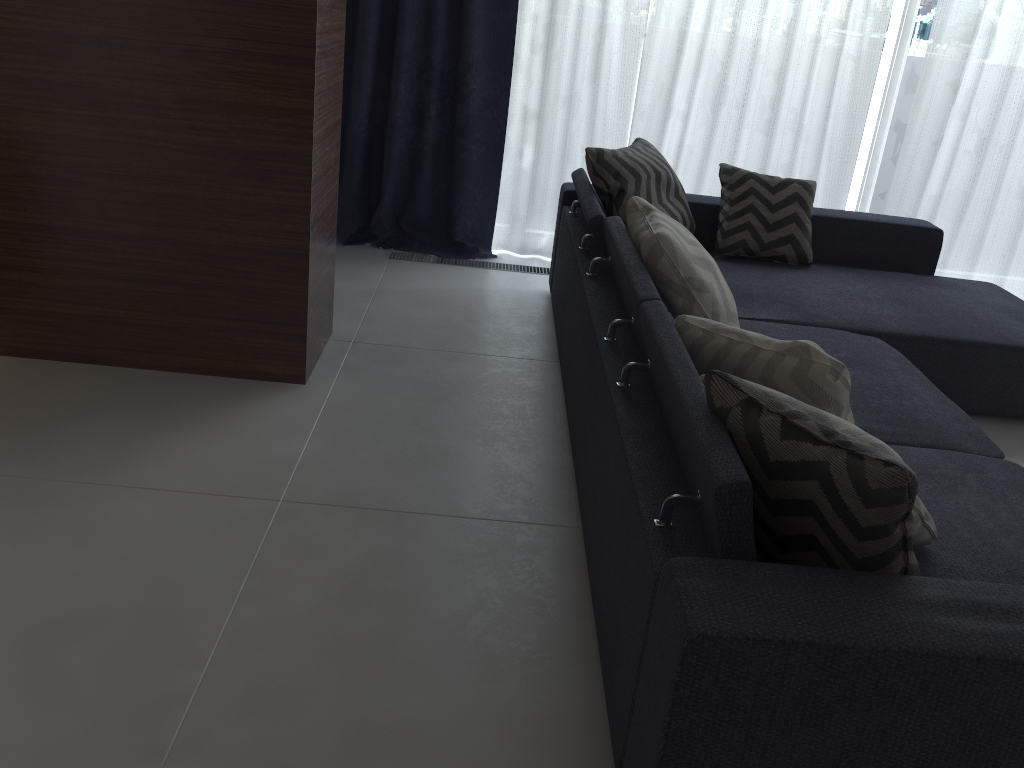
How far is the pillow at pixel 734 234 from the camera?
3.51m

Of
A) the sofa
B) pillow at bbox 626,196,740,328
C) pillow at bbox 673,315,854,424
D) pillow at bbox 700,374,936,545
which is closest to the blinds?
the sofa

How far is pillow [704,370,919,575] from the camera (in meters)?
1.25

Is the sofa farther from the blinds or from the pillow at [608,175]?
the blinds

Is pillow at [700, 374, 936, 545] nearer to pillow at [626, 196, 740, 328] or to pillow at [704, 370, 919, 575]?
pillow at [704, 370, 919, 575]

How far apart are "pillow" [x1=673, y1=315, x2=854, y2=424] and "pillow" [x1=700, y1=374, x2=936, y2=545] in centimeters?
14cm

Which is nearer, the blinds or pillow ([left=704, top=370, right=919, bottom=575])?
pillow ([left=704, top=370, right=919, bottom=575])

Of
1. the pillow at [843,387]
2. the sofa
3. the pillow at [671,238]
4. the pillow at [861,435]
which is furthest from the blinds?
the pillow at [861,435]

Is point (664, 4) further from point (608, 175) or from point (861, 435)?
point (861, 435)

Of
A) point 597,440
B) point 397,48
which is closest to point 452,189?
point 397,48
